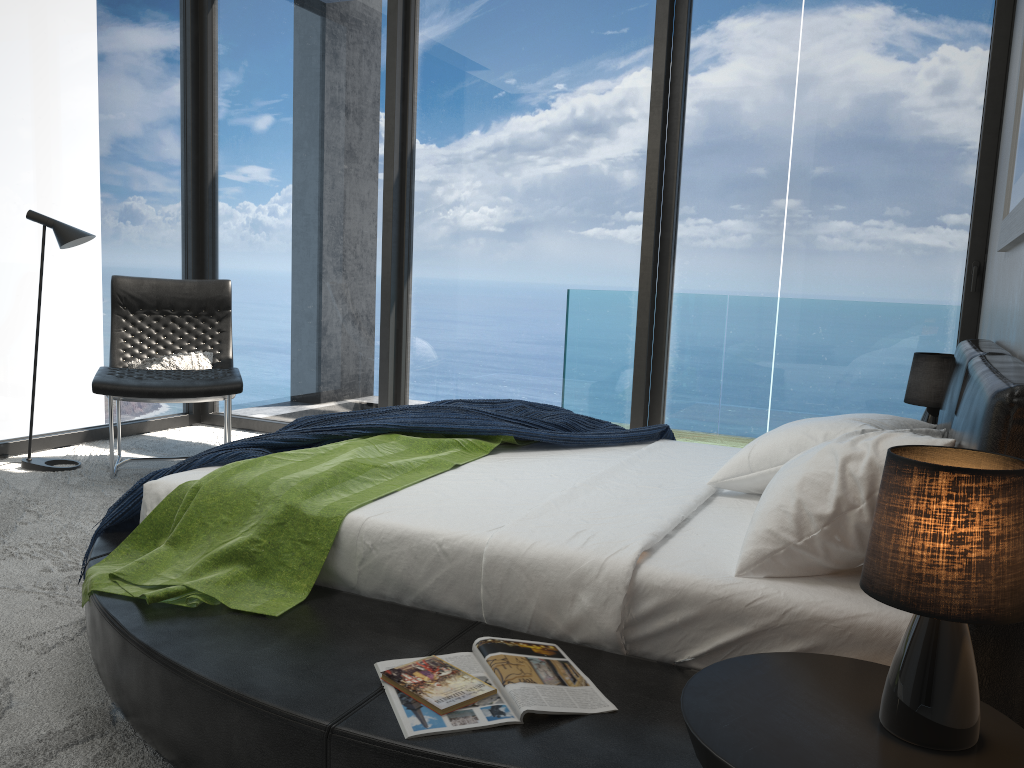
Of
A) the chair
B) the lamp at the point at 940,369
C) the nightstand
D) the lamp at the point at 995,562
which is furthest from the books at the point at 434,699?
the chair

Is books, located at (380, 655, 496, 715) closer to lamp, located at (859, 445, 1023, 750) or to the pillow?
lamp, located at (859, 445, 1023, 750)

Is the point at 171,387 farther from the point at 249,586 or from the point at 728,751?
the point at 728,751

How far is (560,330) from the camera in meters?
5.0

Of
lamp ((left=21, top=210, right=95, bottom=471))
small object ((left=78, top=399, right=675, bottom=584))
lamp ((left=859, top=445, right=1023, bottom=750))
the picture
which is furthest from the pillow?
lamp ((left=859, top=445, right=1023, bottom=750))

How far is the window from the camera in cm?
430

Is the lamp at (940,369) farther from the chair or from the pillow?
the pillow

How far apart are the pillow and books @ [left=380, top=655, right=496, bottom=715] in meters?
3.3 m

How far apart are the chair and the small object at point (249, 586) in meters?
1.5 m

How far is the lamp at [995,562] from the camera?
1.1m
